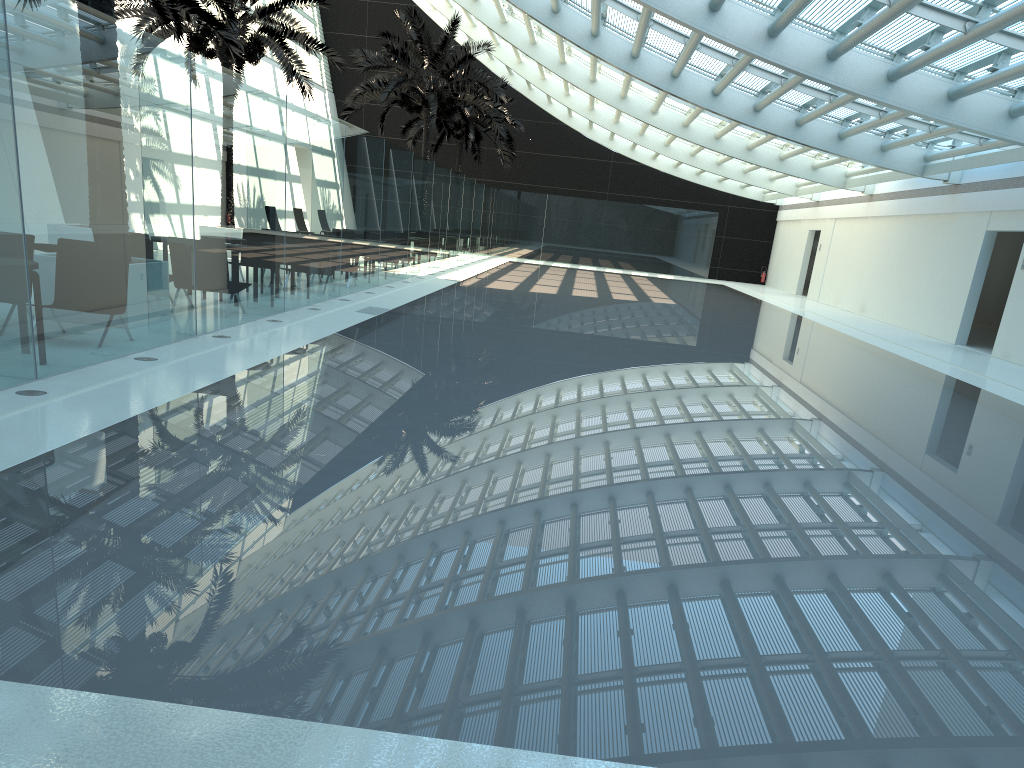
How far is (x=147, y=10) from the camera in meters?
19.4

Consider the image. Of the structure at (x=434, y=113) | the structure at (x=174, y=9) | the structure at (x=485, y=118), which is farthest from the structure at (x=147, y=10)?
the structure at (x=485, y=118)

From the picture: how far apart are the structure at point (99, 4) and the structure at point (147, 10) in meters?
9.9

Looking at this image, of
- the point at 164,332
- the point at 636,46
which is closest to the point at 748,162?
the point at 636,46

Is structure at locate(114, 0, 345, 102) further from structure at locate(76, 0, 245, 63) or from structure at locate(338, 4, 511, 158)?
structure at locate(338, 4, 511, 158)

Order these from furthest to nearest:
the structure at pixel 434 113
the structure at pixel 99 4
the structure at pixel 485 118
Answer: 1. the structure at pixel 485 118
2. the structure at pixel 434 113
3. the structure at pixel 99 4

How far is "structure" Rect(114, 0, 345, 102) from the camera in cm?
1944

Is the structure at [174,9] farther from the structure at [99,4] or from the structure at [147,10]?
the structure at [99,4]

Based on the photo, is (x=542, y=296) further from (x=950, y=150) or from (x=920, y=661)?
(x=920, y=661)

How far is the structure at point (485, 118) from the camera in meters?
34.7
